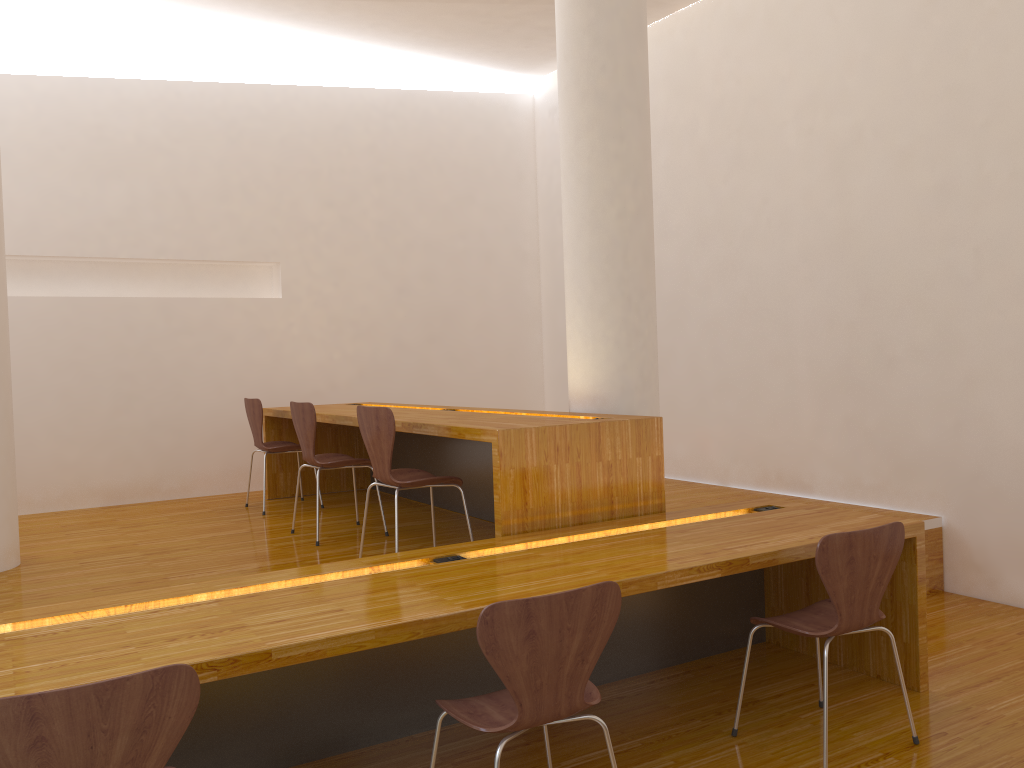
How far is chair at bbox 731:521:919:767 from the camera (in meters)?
2.55

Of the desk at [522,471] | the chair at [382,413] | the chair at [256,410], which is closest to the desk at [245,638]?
the desk at [522,471]

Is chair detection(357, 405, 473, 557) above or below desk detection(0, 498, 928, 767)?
above

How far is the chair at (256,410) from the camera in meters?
5.3

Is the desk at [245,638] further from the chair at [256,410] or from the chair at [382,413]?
the chair at [256,410]

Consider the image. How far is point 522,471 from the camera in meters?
3.2

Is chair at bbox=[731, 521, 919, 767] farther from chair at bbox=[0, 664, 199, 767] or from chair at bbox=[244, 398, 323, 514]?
chair at bbox=[244, 398, 323, 514]

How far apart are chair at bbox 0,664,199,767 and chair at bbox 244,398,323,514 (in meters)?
3.79

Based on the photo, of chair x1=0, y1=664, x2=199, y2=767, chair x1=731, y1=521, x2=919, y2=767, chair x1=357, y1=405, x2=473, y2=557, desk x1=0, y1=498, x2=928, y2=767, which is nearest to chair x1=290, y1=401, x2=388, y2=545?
chair x1=357, y1=405, x2=473, y2=557

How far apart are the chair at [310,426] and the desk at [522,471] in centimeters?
17cm
